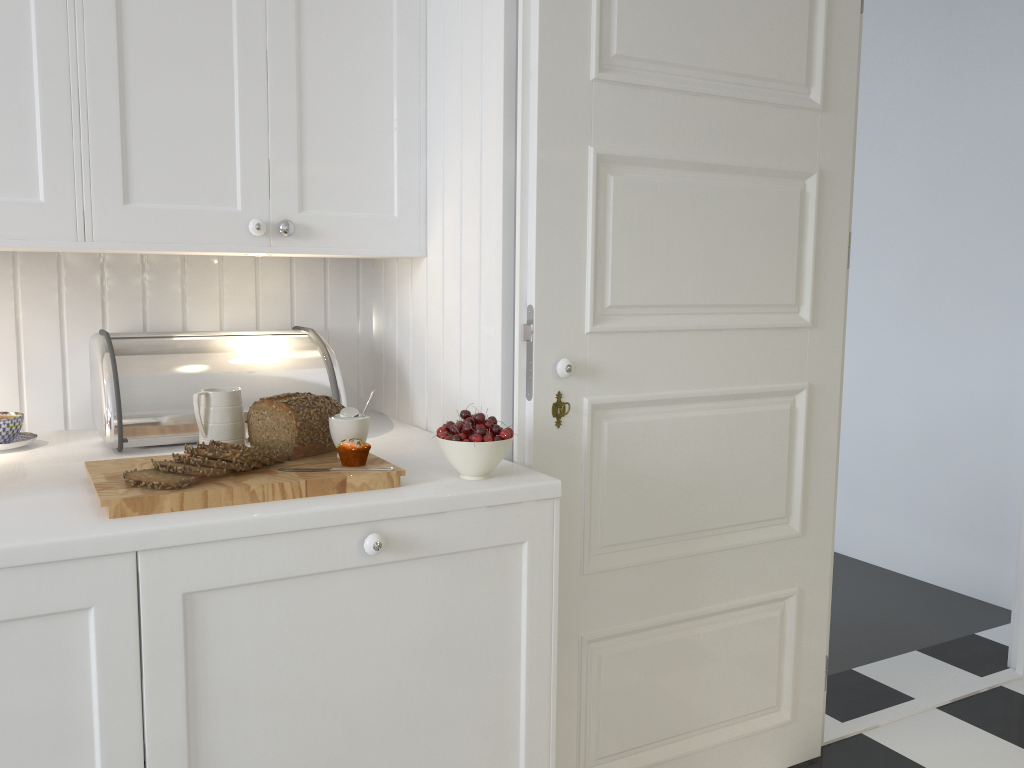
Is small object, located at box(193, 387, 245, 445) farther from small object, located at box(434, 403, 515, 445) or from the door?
the door

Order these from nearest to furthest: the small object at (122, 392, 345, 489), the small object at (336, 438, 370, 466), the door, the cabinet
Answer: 1. the cabinet
2. the small object at (122, 392, 345, 489)
3. the small object at (336, 438, 370, 466)
4. the door

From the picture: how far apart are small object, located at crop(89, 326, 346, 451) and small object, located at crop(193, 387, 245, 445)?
0.22m

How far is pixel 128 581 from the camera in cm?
121

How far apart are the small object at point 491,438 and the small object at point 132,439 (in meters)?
0.44

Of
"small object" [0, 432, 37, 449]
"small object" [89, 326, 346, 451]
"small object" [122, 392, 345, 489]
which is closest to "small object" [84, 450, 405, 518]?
"small object" [122, 392, 345, 489]

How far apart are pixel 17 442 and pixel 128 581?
0.7m

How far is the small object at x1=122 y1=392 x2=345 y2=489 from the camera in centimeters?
135cm

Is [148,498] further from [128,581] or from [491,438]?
[491,438]

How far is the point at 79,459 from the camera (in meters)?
1.66
